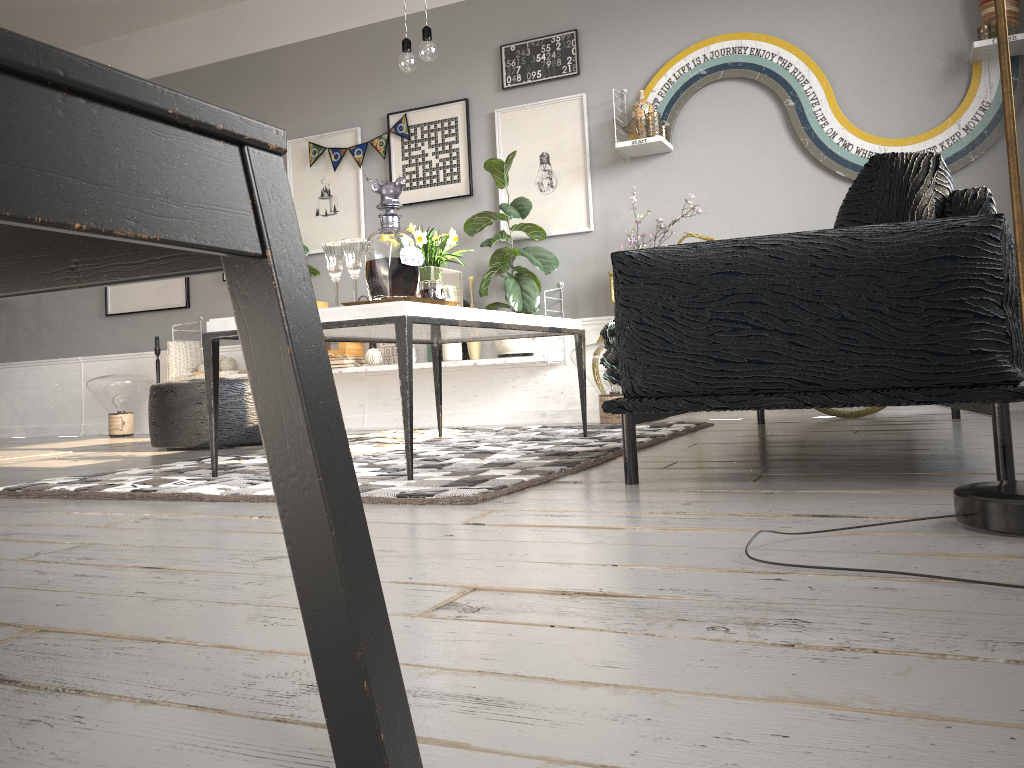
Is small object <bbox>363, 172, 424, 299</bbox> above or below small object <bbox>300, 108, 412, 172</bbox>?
below

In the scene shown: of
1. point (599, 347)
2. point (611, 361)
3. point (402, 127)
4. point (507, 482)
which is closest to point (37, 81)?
point (507, 482)

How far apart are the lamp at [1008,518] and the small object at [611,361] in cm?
101

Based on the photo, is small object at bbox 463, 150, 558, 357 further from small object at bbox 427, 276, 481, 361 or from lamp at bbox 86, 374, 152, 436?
lamp at bbox 86, 374, 152, 436

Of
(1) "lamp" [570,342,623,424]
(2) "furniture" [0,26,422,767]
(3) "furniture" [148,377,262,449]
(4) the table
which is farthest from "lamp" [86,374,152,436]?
(2) "furniture" [0,26,422,767]

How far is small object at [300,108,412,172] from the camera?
5.5 meters

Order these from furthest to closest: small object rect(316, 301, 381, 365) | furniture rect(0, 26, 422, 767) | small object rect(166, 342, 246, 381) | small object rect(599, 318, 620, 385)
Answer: small object rect(166, 342, 246, 381)
small object rect(316, 301, 381, 365)
small object rect(599, 318, 620, 385)
furniture rect(0, 26, 422, 767)

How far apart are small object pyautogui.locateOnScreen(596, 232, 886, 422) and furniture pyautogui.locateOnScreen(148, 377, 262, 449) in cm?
282

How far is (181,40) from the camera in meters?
6.3 m

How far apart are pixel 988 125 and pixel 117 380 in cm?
543
